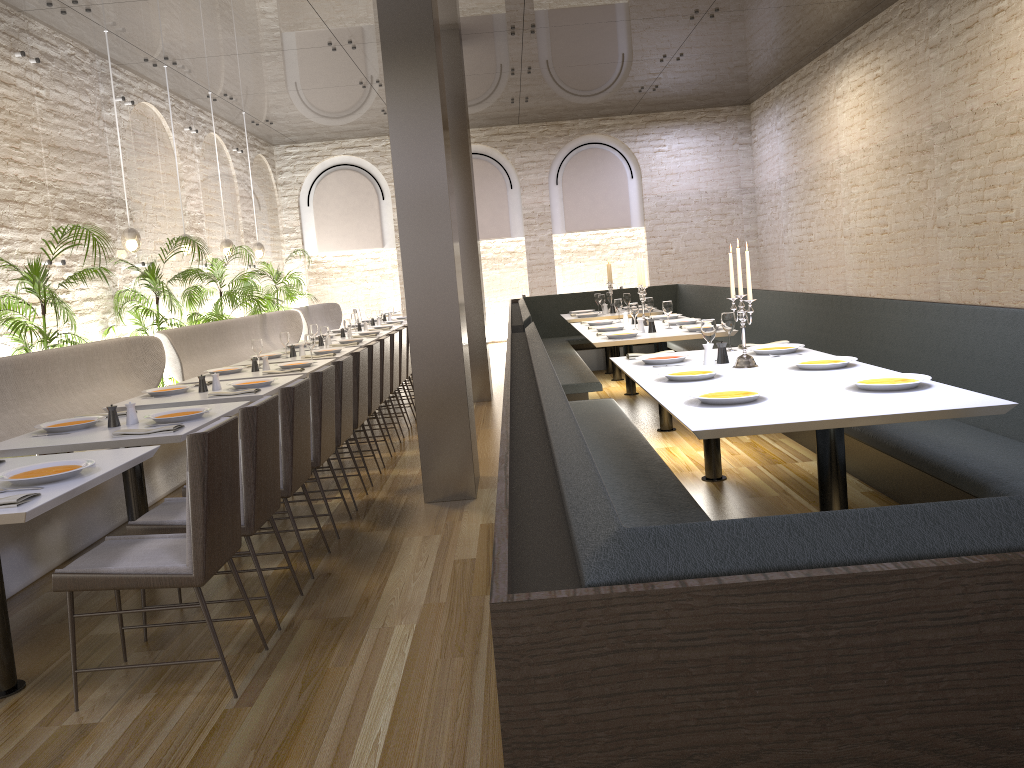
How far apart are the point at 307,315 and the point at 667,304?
7.1 meters

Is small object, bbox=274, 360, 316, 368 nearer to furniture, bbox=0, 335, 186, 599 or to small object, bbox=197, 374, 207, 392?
furniture, bbox=0, 335, 186, 599

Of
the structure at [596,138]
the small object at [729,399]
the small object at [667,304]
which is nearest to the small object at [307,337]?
the small object at [667,304]

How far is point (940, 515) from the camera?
1.1m

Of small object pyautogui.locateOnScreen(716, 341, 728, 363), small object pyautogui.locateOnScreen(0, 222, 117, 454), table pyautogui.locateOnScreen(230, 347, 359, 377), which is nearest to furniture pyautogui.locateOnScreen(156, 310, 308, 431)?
small object pyautogui.locateOnScreen(0, 222, 117, 454)

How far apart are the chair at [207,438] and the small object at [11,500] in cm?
33

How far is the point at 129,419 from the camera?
4.3 meters

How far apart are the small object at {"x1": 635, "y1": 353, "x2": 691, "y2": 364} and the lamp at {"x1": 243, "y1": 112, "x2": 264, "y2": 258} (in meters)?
8.59

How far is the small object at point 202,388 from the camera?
5.5m

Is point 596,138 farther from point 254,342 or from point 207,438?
point 207,438
